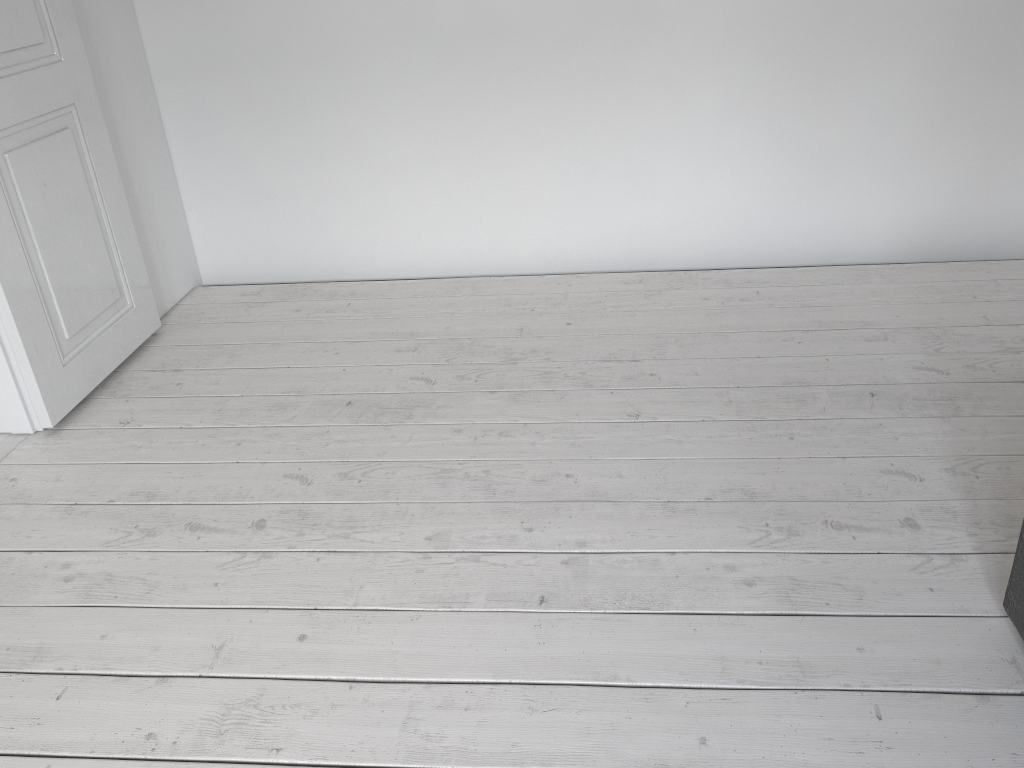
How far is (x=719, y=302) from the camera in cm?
287

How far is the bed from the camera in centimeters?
147cm

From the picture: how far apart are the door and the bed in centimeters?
227cm

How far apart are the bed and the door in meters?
2.3

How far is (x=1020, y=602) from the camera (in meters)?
1.47

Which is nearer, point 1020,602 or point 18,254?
point 1020,602

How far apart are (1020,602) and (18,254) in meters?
2.3

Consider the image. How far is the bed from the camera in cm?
147

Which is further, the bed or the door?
the door
